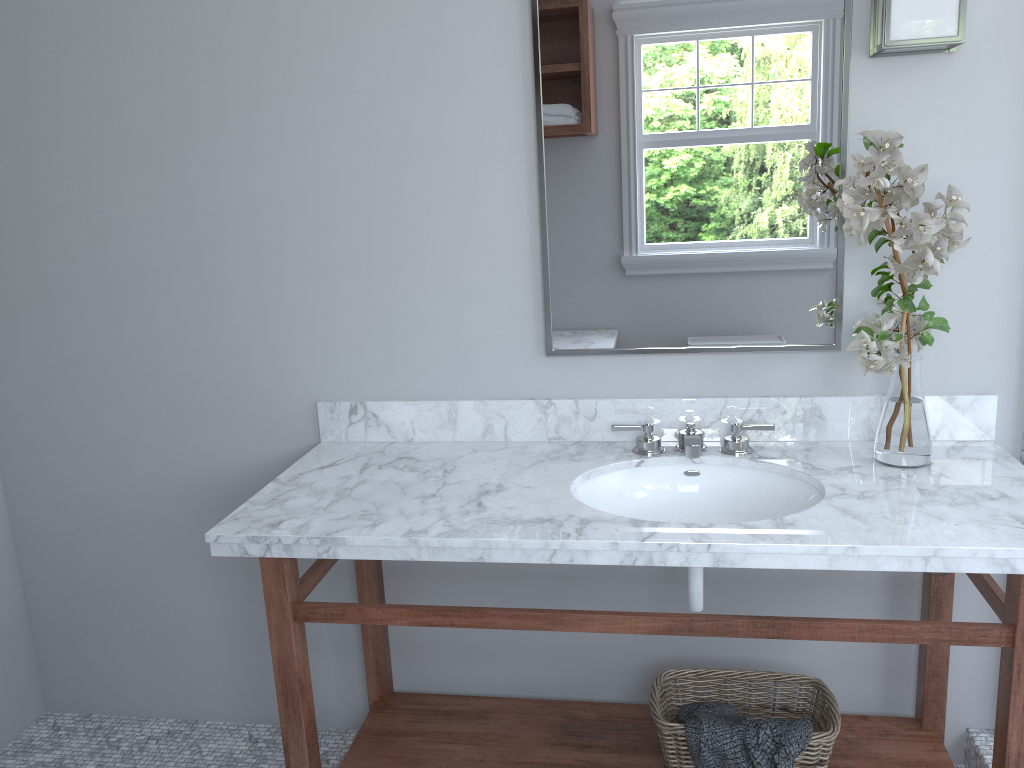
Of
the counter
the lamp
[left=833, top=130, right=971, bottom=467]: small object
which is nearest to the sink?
the counter

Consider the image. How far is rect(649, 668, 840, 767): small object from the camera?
1.9m

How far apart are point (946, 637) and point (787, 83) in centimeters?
119cm

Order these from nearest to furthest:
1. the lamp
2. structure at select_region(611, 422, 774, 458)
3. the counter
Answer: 1. the counter
2. the lamp
3. structure at select_region(611, 422, 774, 458)

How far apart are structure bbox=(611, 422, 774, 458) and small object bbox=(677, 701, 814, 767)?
0.6 meters

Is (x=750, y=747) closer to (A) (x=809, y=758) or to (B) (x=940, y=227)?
(A) (x=809, y=758)

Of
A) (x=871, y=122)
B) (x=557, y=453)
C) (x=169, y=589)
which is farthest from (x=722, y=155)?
(x=169, y=589)

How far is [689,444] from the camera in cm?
195

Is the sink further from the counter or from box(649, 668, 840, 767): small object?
box(649, 668, 840, 767): small object

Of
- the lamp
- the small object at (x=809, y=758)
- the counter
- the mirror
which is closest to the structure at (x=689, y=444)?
the counter
